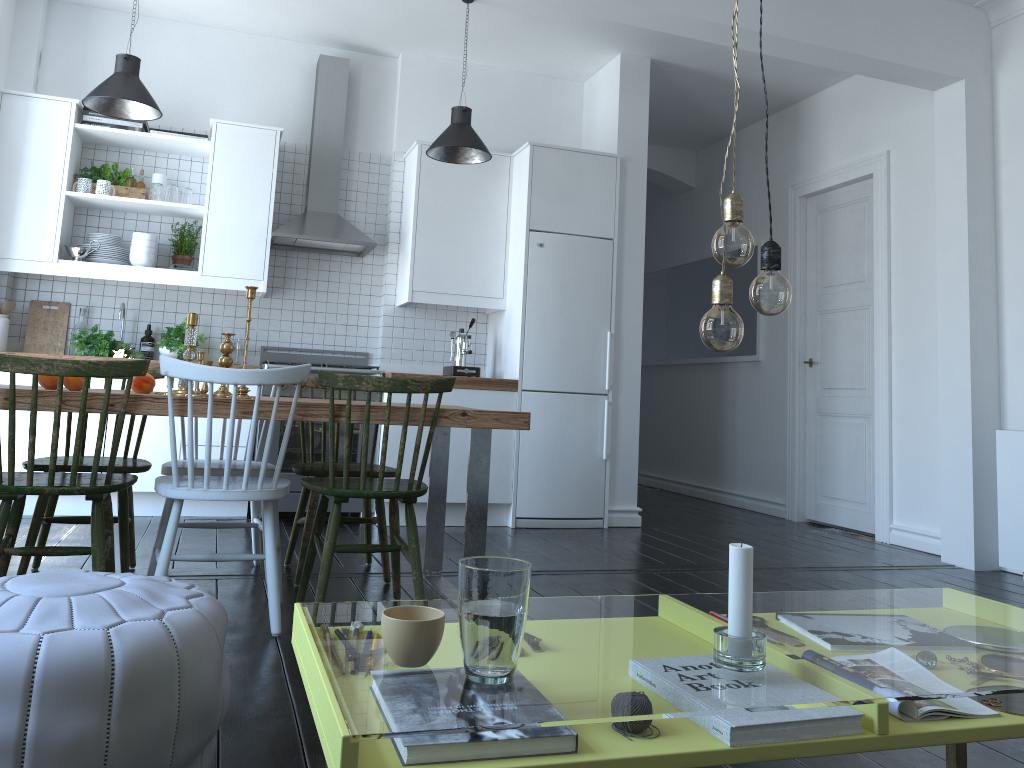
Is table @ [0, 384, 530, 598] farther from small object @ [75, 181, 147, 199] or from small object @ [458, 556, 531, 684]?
small object @ [75, 181, 147, 199]

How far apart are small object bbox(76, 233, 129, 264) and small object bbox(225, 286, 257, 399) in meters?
2.5

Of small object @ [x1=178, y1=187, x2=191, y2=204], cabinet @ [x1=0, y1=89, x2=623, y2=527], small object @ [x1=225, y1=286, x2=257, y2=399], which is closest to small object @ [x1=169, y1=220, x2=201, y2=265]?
cabinet @ [x1=0, y1=89, x2=623, y2=527]

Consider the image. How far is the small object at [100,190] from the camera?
5.1 meters

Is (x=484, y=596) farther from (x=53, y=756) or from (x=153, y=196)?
(x=153, y=196)

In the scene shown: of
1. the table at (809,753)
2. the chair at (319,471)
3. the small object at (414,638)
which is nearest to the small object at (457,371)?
the table at (809,753)

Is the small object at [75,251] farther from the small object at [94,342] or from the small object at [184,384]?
the small object at [184,384]

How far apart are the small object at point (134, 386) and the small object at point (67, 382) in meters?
0.2

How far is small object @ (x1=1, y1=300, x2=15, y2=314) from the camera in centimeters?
502cm

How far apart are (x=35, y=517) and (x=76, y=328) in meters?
2.4 m
